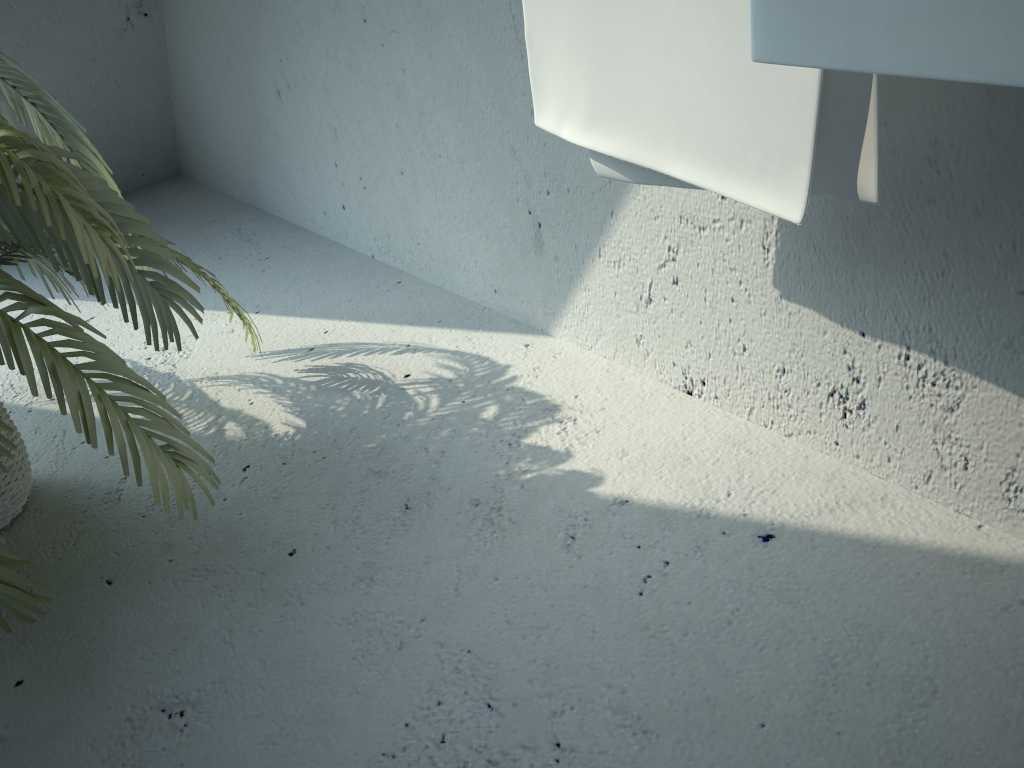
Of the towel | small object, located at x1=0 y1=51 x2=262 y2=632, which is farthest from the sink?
small object, located at x1=0 y1=51 x2=262 y2=632

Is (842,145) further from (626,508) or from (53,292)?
(53,292)

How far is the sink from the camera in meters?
0.5 m

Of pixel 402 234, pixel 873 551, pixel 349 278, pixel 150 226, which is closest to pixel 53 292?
pixel 150 226

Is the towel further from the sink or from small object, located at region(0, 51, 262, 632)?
small object, located at region(0, 51, 262, 632)

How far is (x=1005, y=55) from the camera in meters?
0.5 m

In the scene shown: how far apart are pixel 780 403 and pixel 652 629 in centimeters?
43cm

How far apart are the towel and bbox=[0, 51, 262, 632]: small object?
0.57m

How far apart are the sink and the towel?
0.22m

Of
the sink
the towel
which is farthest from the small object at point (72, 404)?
the sink
